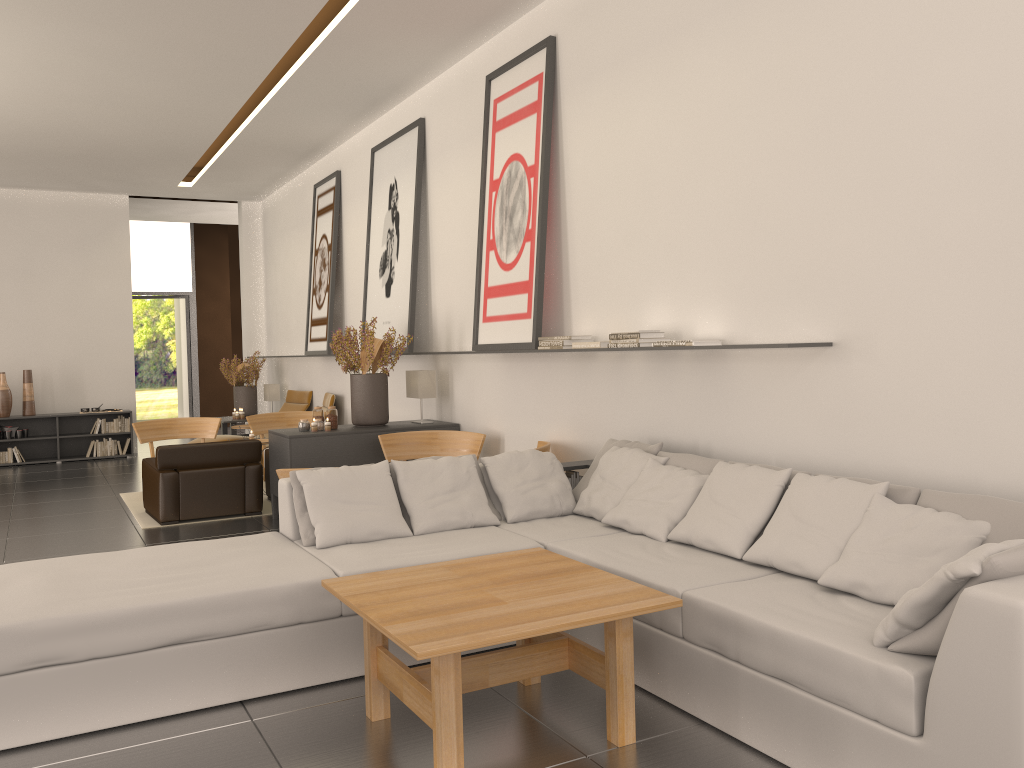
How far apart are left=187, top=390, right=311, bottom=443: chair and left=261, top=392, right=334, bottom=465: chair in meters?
1.4 m

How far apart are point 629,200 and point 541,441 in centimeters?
298cm

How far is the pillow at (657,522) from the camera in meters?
6.9 m

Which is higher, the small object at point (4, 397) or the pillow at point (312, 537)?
the small object at point (4, 397)

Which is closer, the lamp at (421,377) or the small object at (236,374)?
the lamp at (421,377)

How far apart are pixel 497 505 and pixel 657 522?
1.63m

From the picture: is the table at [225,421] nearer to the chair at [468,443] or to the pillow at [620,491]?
the chair at [468,443]

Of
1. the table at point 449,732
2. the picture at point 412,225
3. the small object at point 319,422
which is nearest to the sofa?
the table at point 449,732

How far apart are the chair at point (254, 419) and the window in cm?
1326

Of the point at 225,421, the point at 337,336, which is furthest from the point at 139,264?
the point at 337,336
